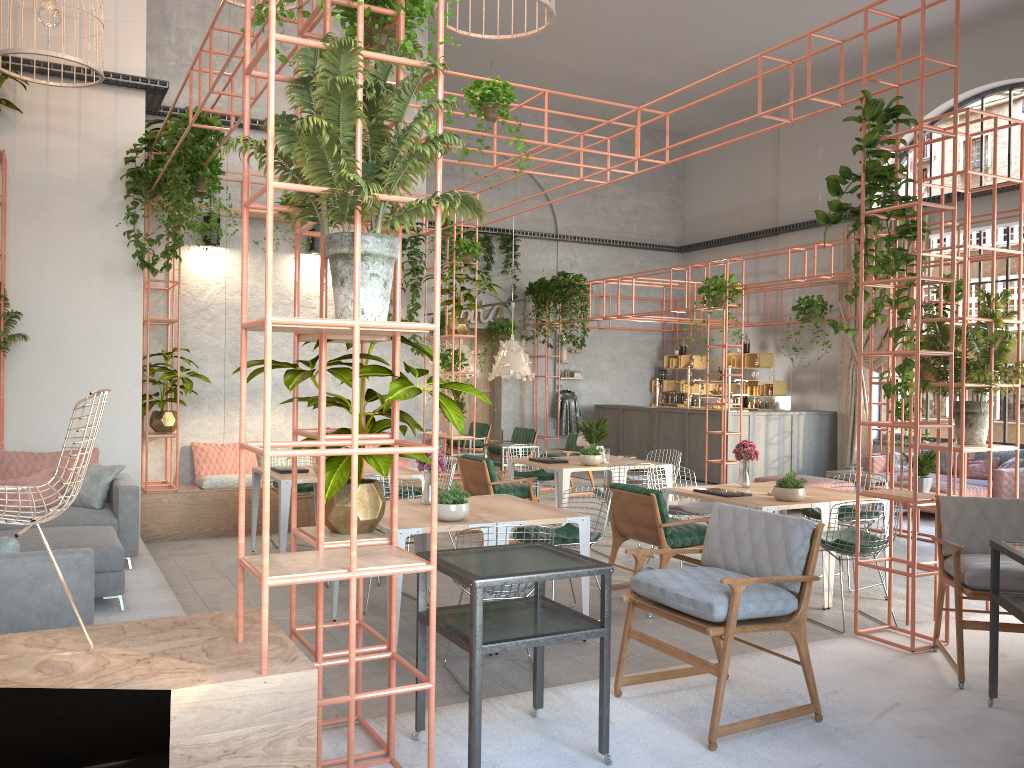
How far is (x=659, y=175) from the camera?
19.7 meters

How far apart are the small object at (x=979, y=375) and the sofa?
5.3 meters

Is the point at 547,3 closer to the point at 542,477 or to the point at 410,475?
the point at 410,475

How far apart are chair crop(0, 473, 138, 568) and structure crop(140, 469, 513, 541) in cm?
146

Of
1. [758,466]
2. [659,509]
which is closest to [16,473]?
[659,509]

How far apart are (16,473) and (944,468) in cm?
1186

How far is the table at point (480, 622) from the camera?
3.3m

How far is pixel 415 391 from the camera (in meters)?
3.43

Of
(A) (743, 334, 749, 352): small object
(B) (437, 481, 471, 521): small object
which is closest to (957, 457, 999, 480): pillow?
(A) (743, 334, 749, 352): small object

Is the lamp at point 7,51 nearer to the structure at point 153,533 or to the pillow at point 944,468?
the structure at point 153,533
